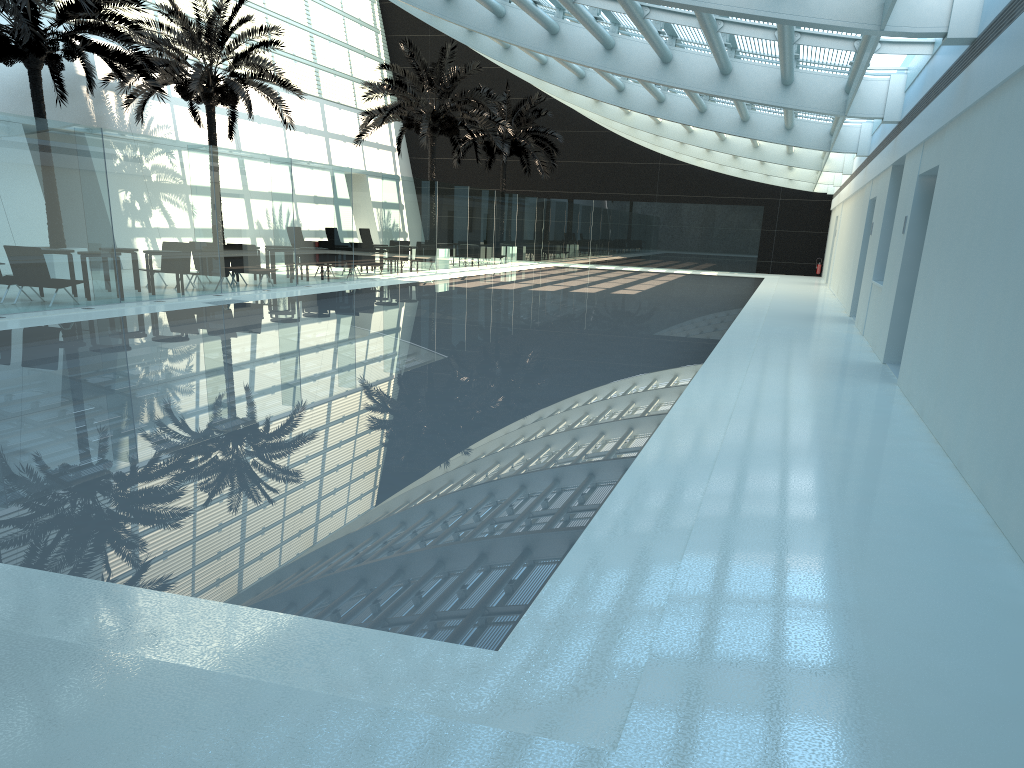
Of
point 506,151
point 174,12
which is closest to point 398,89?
point 174,12

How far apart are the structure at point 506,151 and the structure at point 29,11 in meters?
23.4

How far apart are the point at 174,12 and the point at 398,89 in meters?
8.1

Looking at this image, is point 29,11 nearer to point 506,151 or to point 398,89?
point 398,89

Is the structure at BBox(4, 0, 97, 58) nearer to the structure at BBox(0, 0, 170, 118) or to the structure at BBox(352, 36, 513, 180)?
the structure at BBox(0, 0, 170, 118)

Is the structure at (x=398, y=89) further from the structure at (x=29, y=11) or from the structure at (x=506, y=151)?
the structure at (x=29, y=11)

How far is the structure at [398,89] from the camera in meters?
28.5

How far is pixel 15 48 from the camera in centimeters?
1761cm

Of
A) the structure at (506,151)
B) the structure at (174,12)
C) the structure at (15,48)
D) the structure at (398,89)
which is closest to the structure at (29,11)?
the structure at (15,48)

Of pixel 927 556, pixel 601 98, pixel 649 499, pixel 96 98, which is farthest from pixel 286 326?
pixel 96 98
